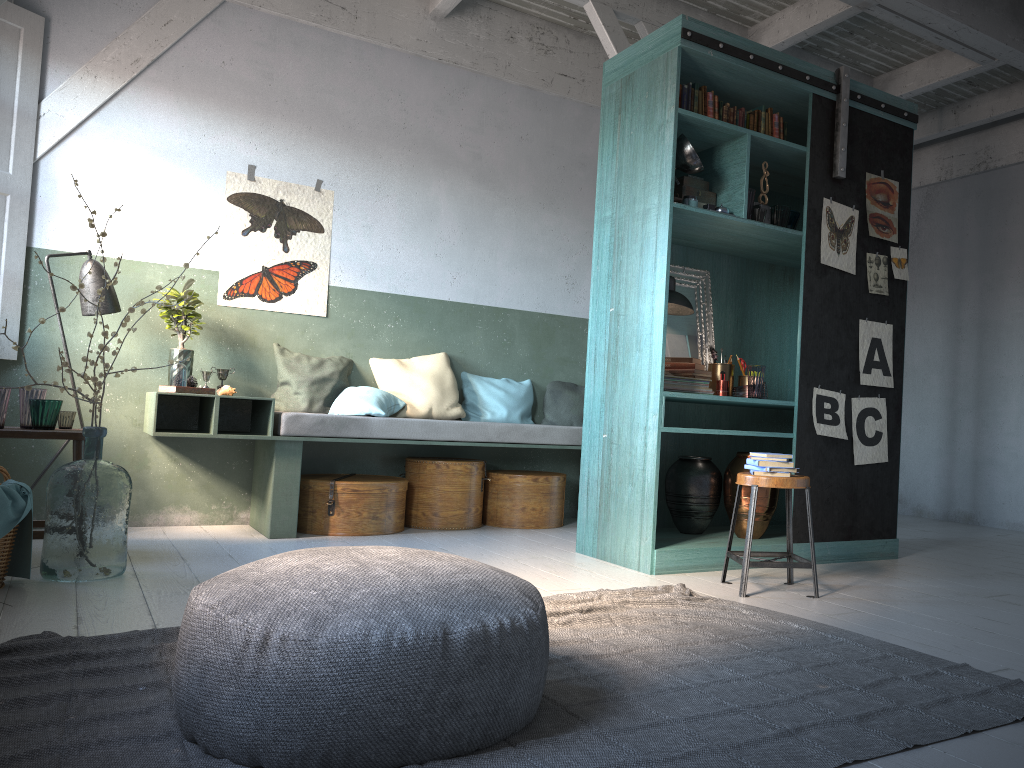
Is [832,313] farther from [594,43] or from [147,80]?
[147,80]

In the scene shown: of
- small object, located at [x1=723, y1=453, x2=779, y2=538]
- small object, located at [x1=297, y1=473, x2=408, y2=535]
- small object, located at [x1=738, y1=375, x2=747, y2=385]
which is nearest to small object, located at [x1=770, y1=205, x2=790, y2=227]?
small object, located at [x1=738, y1=375, x2=747, y2=385]

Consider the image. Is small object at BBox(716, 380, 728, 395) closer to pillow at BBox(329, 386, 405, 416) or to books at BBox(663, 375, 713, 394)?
books at BBox(663, 375, 713, 394)

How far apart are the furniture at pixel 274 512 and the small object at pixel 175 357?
0.26m

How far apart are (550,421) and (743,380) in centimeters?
218cm

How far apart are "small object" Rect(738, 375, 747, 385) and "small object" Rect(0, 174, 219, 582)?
3.68m

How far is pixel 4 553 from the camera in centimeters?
422cm

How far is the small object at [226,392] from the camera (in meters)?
6.28

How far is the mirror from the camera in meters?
6.0 m

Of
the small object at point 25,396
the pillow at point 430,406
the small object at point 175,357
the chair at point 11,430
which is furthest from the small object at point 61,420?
the pillow at point 430,406
